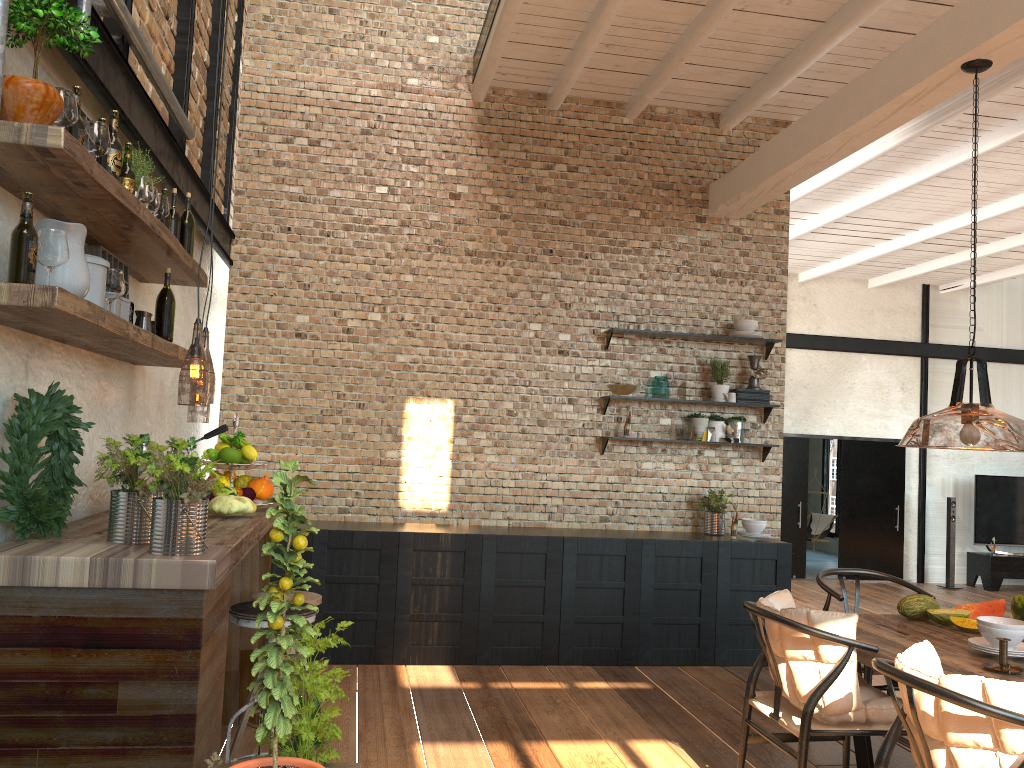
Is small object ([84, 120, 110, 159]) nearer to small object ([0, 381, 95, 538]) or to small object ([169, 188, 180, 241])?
small object ([0, 381, 95, 538])

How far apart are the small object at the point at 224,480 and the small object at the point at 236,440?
0.16m

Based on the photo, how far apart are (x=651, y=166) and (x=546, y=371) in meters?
1.8 m

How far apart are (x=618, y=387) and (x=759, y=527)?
1.40m

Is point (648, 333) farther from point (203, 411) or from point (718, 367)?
point (203, 411)

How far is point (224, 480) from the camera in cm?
383

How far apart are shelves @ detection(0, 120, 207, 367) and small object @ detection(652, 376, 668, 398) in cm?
351

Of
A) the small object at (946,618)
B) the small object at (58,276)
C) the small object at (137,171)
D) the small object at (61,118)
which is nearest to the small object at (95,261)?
the small object at (58,276)

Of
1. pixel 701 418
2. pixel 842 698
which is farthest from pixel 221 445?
pixel 701 418

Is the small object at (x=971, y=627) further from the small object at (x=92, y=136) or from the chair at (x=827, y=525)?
the chair at (x=827, y=525)
